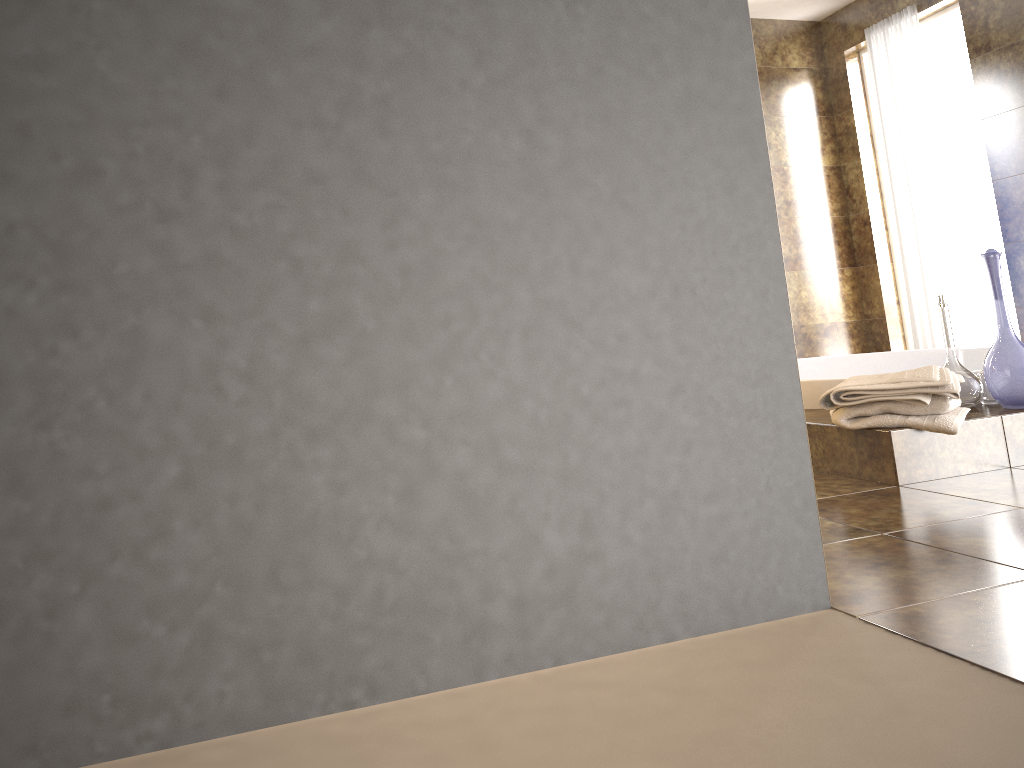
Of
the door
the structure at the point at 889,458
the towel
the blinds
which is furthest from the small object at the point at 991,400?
→ the door

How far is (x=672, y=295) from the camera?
1.2 meters

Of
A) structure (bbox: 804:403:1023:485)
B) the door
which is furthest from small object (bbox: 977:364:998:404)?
the door

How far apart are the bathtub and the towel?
0.3m

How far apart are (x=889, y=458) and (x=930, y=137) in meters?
3.7

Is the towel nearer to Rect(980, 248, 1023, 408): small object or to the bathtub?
Rect(980, 248, 1023, 408): small object

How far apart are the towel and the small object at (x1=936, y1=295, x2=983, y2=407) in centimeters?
18cm

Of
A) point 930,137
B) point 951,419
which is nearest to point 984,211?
point 930,137

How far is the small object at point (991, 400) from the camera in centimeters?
239cm

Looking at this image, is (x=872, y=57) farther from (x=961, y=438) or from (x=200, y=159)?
(x=200, y=159)
